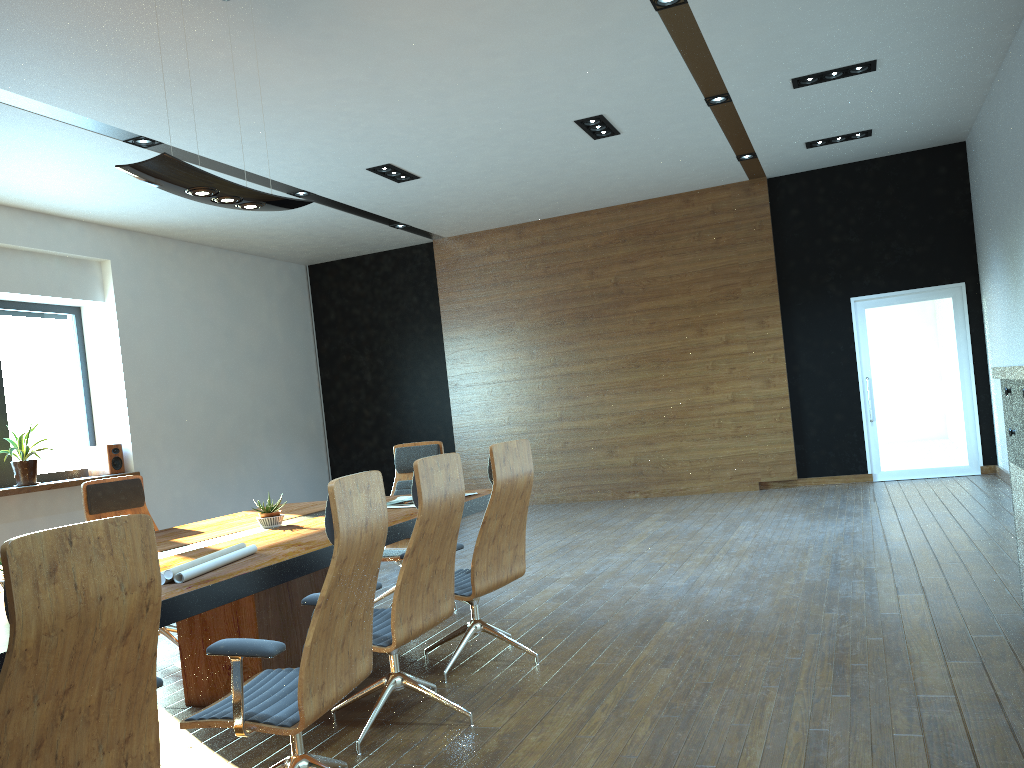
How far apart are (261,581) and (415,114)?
4.9 meters

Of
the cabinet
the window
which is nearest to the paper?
the cabinet

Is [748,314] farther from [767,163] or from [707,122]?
[707,122]

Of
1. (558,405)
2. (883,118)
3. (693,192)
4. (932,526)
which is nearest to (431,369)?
(558,405)

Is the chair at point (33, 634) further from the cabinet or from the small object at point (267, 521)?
the cabinet

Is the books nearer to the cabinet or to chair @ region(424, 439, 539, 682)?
chair @ region(424, 439, 539, 682)

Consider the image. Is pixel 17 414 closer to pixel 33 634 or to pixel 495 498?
pixel 495 498

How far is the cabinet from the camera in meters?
3.8 m

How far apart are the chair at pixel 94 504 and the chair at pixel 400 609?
→ 1.9m

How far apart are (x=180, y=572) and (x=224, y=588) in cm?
18
